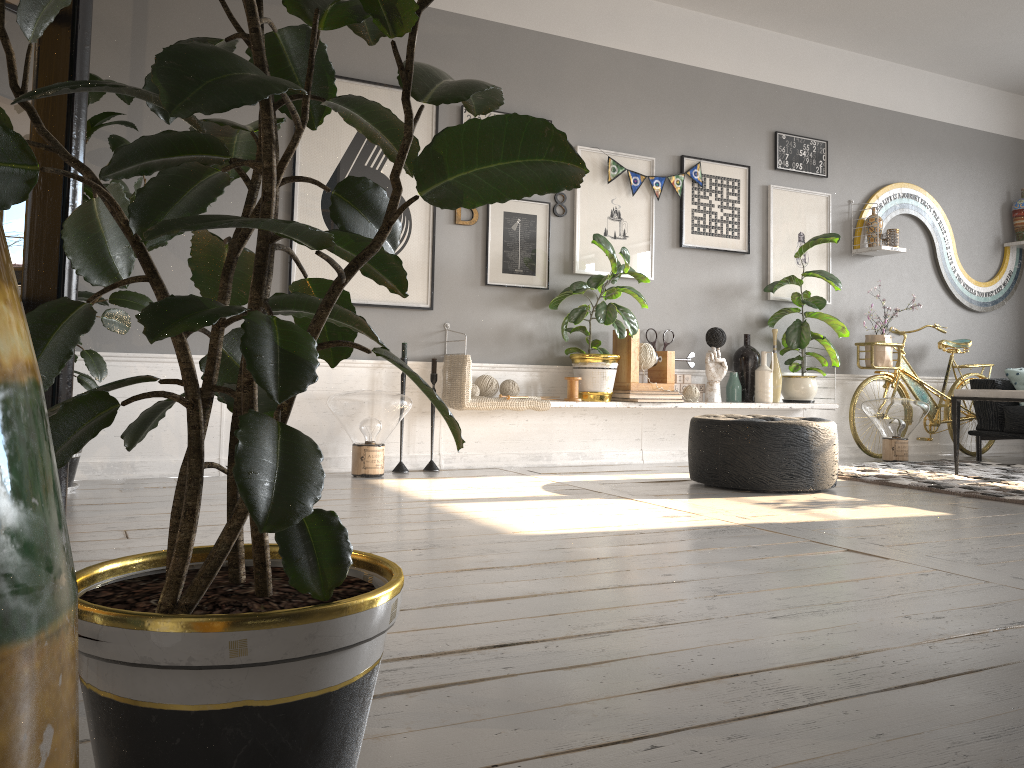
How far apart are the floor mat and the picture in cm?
128

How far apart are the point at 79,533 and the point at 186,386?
2.17m

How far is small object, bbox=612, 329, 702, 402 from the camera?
5.28m

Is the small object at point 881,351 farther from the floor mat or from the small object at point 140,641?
the small object at point 140,641

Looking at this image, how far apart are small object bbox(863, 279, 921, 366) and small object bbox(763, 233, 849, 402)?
0.4m

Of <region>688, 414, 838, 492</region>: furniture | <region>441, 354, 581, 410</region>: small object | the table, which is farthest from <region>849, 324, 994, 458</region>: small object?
<region>441, 354, 581, 410</region>: small object

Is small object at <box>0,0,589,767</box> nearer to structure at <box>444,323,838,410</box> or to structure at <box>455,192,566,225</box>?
structure at <box>455,192,566,225</box>

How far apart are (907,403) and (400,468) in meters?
3.4 m

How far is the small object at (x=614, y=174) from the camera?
5.4m

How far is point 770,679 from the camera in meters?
1.6
